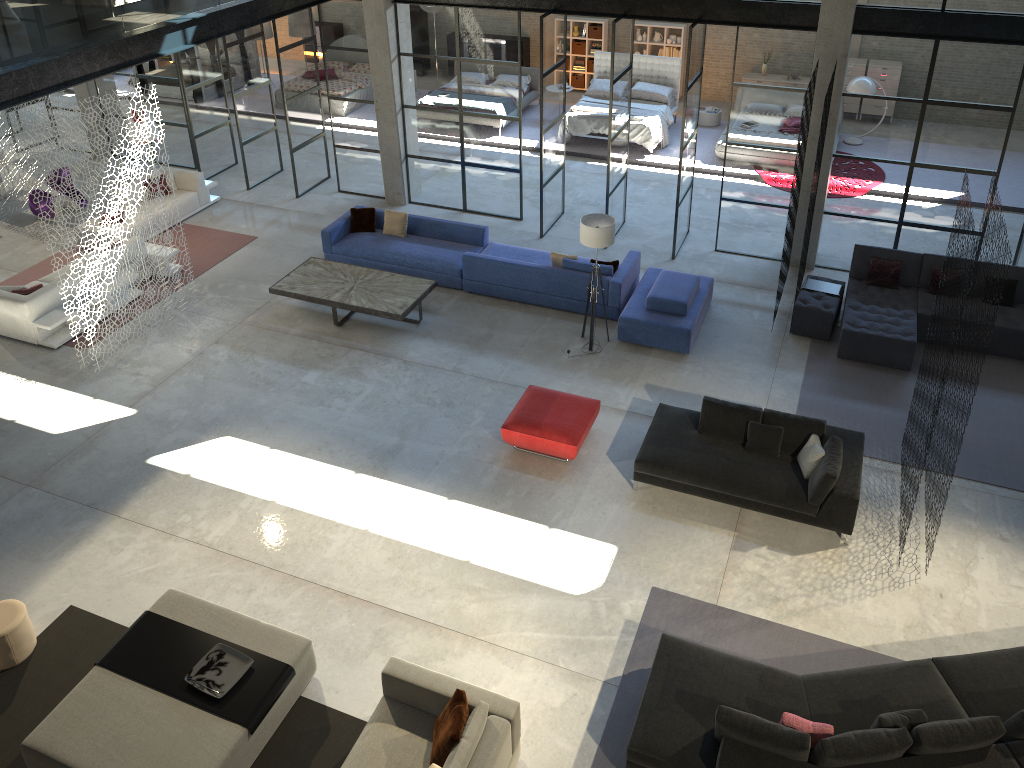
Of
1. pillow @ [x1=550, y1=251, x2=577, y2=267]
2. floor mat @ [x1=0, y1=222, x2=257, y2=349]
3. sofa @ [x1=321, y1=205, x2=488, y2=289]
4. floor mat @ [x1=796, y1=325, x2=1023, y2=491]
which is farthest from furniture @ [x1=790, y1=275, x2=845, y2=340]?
floor mat @ [x1=0, y1=222, x2=257, y2=349]

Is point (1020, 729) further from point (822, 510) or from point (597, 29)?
point (597, 29)

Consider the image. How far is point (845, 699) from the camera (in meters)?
6.62

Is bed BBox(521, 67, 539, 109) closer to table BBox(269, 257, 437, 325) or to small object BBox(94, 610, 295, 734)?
table BBox(269, 257, 437, 325)

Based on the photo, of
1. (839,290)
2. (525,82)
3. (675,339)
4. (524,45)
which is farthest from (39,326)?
(524,45)

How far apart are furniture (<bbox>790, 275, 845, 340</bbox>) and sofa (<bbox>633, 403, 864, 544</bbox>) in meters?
2.6 m

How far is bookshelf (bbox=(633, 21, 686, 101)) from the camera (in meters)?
19.18

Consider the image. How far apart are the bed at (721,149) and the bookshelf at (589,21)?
4.9 meters

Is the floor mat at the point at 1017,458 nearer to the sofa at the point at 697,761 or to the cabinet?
the sofa at the point at 697,761

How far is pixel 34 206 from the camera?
14.8m
